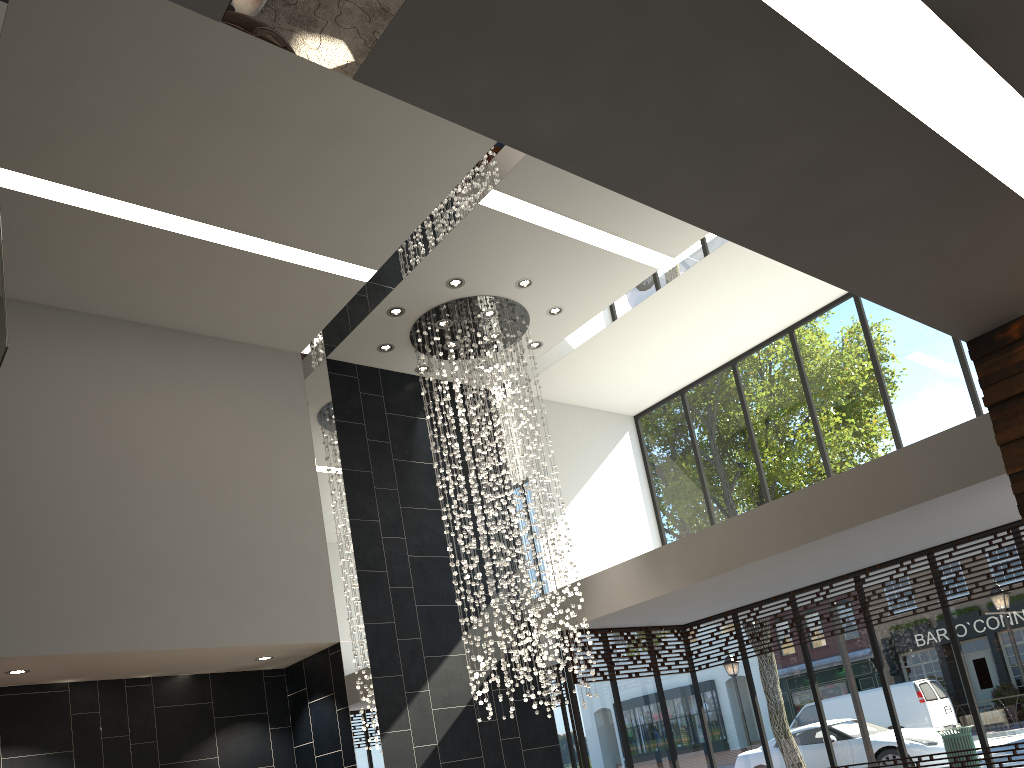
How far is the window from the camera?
8.69m

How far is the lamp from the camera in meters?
9.1 m

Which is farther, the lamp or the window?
the lamp

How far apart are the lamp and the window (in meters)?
1.49

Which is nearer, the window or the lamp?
the window

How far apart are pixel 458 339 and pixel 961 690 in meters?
6.2 m

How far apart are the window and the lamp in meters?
1.5

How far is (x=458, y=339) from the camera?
9.1 meters

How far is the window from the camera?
8.7 meters

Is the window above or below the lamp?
below
